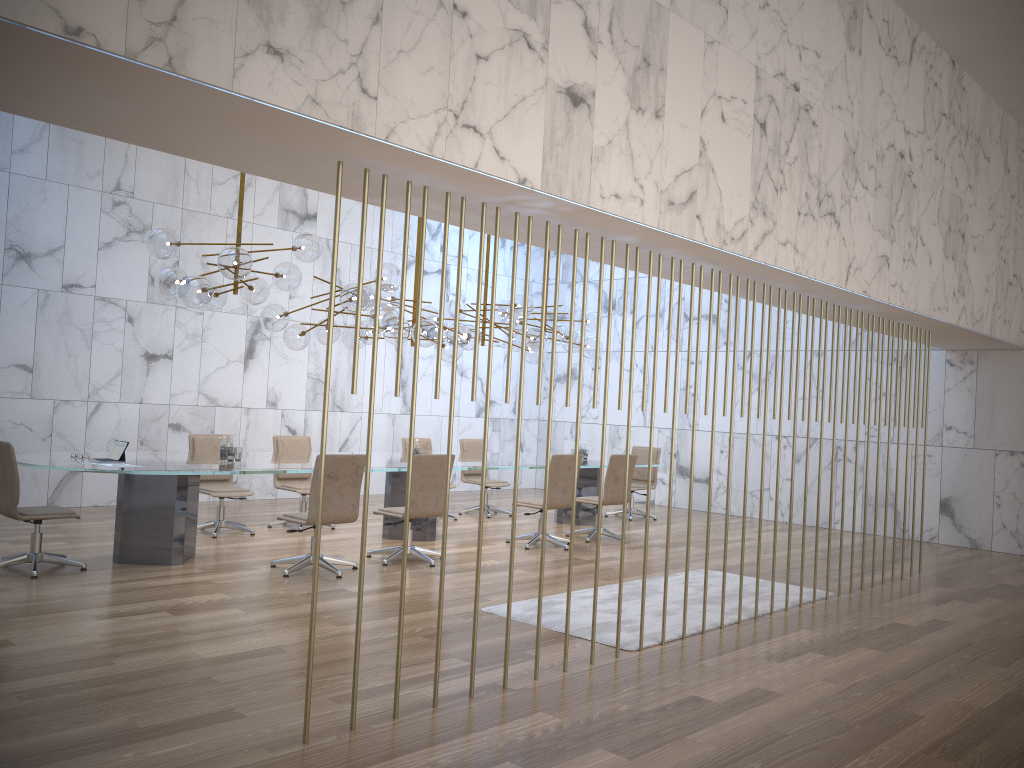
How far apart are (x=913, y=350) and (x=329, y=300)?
10.08m

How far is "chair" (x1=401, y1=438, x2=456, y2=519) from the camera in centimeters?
1137cm

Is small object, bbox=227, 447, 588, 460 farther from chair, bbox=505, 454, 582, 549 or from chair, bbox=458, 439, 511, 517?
chair, bbox=505, 454, 582, 549

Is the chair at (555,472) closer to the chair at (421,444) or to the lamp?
the lamp

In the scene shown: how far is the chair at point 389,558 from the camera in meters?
7.8

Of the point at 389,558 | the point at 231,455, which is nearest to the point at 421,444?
the point at 389,558

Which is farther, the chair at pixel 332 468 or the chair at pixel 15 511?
the chair at pixel 332 468

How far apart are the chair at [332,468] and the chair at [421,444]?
3.82m

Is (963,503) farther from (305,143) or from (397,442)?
(305,143)

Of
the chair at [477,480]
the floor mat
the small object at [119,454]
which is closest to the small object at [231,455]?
the small object at [119,454]
